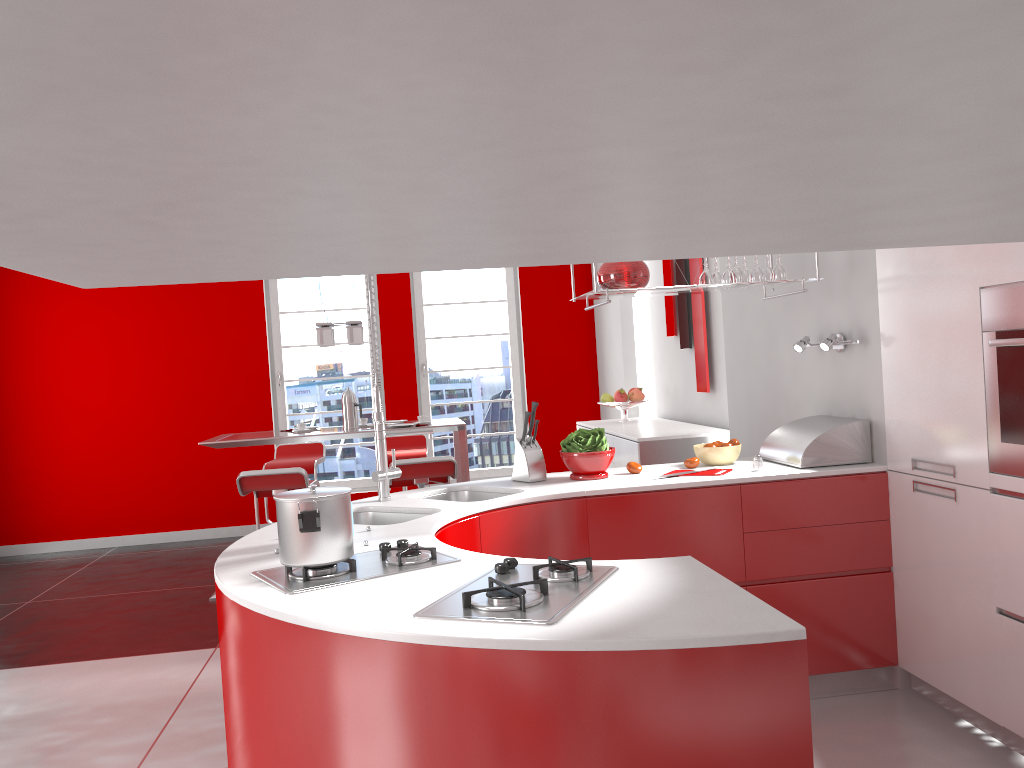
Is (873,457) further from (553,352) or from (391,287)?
(391,287)

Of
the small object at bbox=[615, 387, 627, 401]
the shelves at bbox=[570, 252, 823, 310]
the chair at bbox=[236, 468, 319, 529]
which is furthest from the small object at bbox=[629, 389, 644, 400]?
the shelves at bbox=[570, 252, 823, 310]

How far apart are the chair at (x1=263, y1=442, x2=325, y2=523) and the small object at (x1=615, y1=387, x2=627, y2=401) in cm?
233

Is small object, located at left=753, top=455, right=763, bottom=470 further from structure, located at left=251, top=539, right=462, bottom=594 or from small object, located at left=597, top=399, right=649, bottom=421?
small object, located at left=597, top=399, right=649, bottom=421

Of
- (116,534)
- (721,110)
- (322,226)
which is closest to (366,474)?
(116,534)

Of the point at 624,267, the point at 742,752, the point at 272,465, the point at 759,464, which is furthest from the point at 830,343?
the point at 272,465

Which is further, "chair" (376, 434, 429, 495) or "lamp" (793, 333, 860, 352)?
"chair" (376, 434, 429, 495)

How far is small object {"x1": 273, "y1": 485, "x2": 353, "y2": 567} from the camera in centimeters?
208cm

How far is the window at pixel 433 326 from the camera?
8.2m

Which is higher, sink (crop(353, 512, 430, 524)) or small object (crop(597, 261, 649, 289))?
small object (crop(597, 261, 649, 289))
